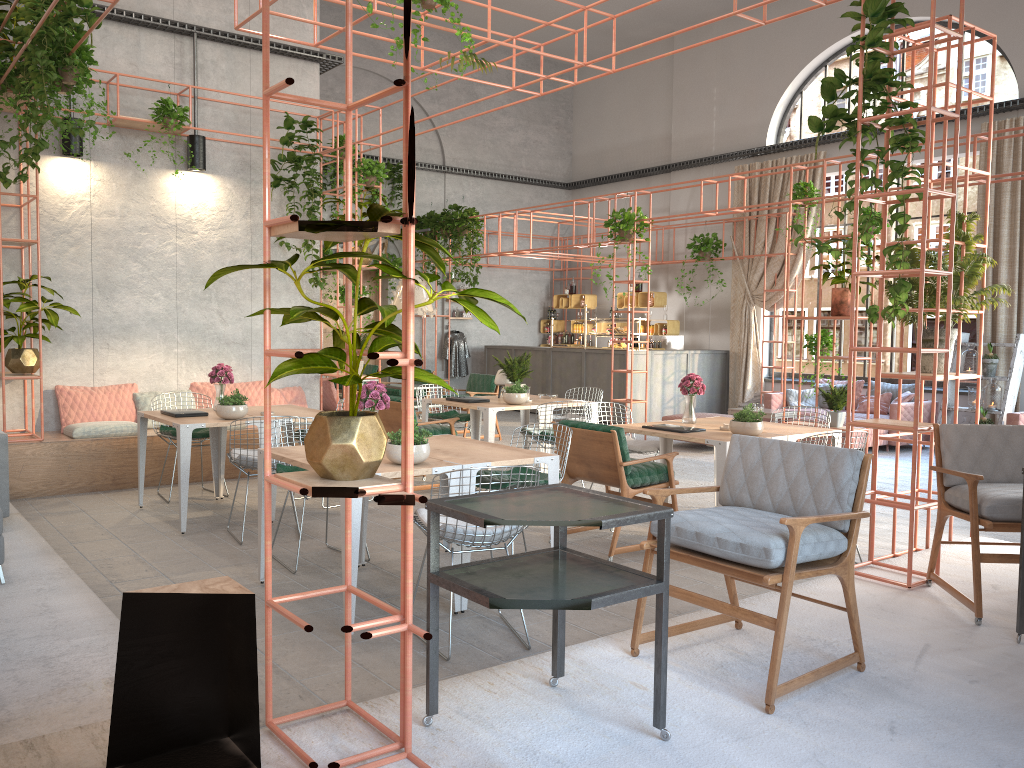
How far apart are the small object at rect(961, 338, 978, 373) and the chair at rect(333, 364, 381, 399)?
9.1 meters

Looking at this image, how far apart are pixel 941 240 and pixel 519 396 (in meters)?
4.11

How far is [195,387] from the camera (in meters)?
9.70

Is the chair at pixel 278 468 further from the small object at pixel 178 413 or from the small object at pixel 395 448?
the small object at pixel 178 413

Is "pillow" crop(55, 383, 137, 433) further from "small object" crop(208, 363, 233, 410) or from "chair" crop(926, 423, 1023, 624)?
"chair" crop(926, 423, 1023, 624)

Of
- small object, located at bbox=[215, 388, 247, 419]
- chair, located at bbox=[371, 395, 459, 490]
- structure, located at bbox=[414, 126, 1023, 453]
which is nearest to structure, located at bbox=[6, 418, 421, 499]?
chair, located at bbox=[371, 395, 459, 490]

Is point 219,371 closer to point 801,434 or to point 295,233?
point 801,434

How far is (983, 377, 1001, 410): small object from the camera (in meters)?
11.45

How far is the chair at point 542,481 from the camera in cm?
566

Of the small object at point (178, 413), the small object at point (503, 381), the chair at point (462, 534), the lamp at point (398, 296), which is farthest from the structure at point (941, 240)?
the lamp at point (398, 296)
